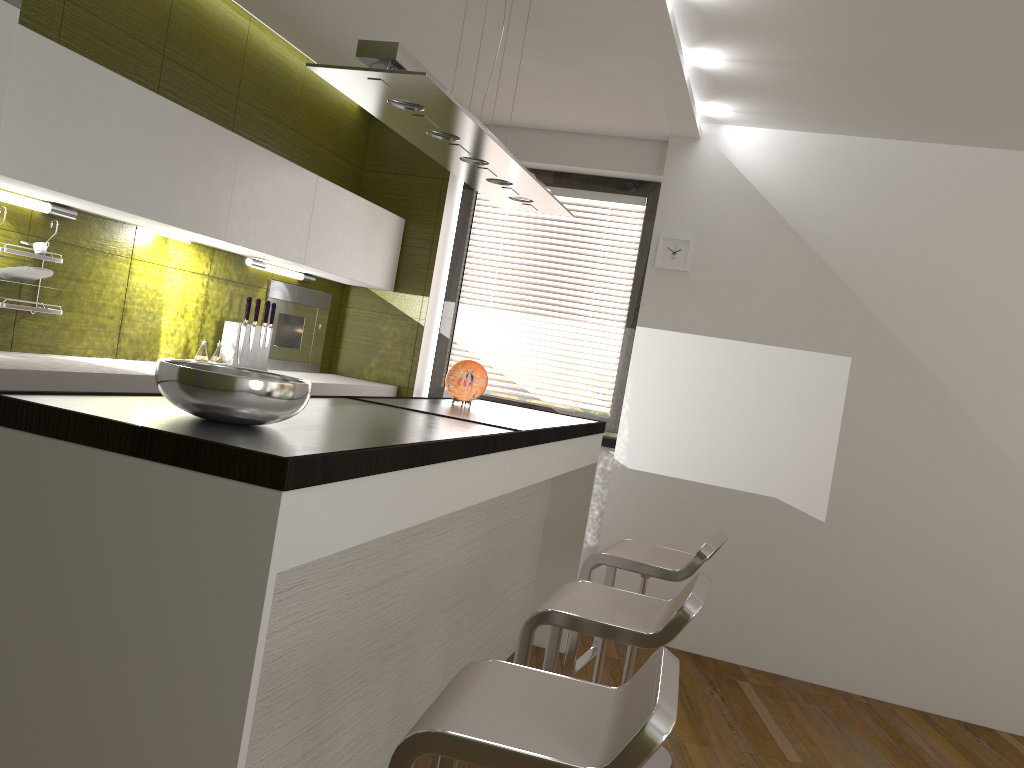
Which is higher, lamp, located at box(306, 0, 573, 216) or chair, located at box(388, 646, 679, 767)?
lamp, located at box(306, 0, 573, 216)

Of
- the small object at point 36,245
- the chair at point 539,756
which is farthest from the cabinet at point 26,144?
the chair at point 539,756

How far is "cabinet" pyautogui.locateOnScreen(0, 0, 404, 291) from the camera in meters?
2.6

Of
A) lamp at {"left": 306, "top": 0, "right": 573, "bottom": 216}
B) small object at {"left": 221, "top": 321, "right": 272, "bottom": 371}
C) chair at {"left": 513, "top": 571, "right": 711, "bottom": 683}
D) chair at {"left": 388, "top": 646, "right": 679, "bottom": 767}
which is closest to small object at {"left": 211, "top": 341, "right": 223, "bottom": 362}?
small object at {"left": 221, "top": 321, "right": 272, "bottom": 371}

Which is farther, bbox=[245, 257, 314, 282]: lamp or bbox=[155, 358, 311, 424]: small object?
bbox=[245, 257, 314, 282]: lamp

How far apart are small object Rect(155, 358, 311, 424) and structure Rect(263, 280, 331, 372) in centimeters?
271cm

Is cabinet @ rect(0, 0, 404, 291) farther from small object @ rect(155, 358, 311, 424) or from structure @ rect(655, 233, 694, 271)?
structure @ rect(655, 233, 694, 271)

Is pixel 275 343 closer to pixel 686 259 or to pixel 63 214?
pixel 63 214

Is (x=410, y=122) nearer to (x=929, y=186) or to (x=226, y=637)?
(x=226, y=637)

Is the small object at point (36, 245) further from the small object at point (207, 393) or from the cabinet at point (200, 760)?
the small object at point (207, 393)
